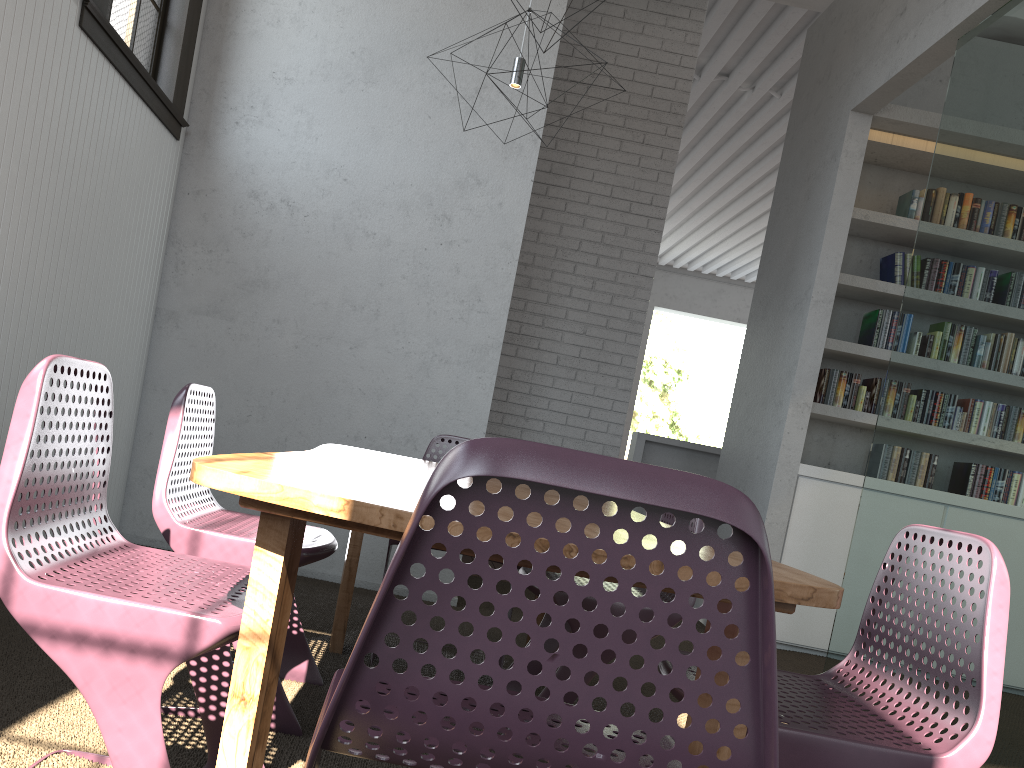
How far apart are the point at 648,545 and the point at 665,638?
0.4m

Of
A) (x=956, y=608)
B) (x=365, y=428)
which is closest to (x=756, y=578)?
(x=956, y=608)
